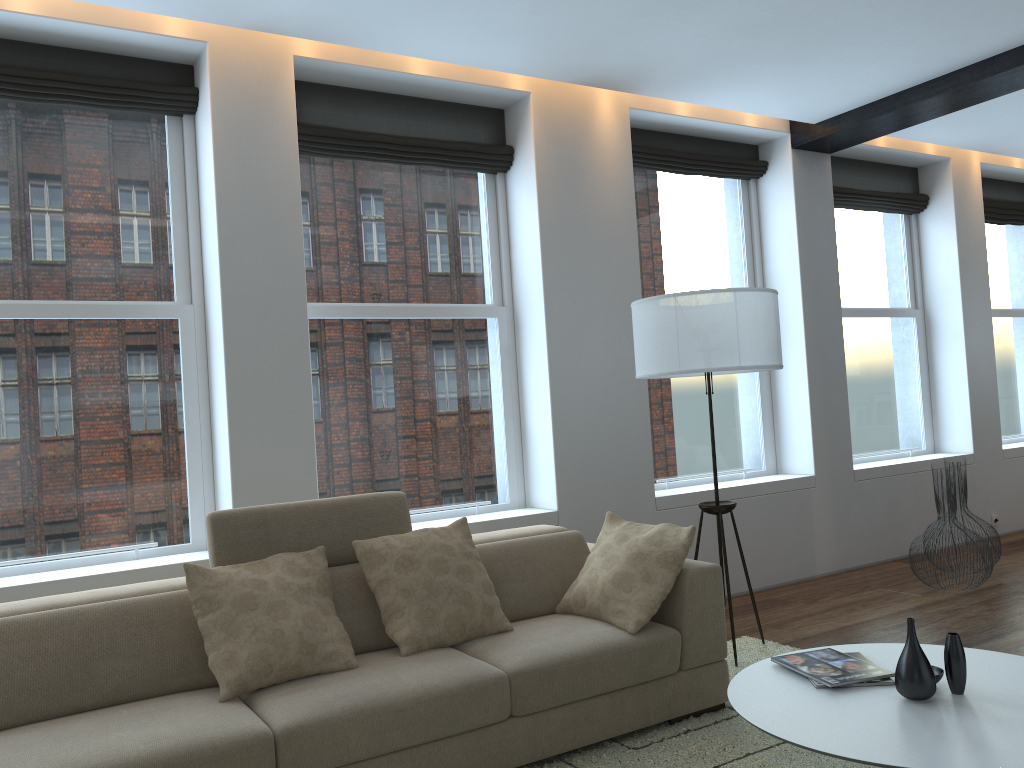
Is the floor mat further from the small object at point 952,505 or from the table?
the small object at point 952,505

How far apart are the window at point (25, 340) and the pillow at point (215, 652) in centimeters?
114cm

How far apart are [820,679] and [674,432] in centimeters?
330cm

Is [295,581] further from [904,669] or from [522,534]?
[904,669]

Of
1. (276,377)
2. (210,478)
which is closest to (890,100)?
(276,377)

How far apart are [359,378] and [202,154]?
1.3m

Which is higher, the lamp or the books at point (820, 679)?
the lamp

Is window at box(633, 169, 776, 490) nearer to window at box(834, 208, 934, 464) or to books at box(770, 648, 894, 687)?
window at box(834, 208, 934, 464)

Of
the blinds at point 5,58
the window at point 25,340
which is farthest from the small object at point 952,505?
the blinds at point 5,58

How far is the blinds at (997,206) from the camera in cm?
765
